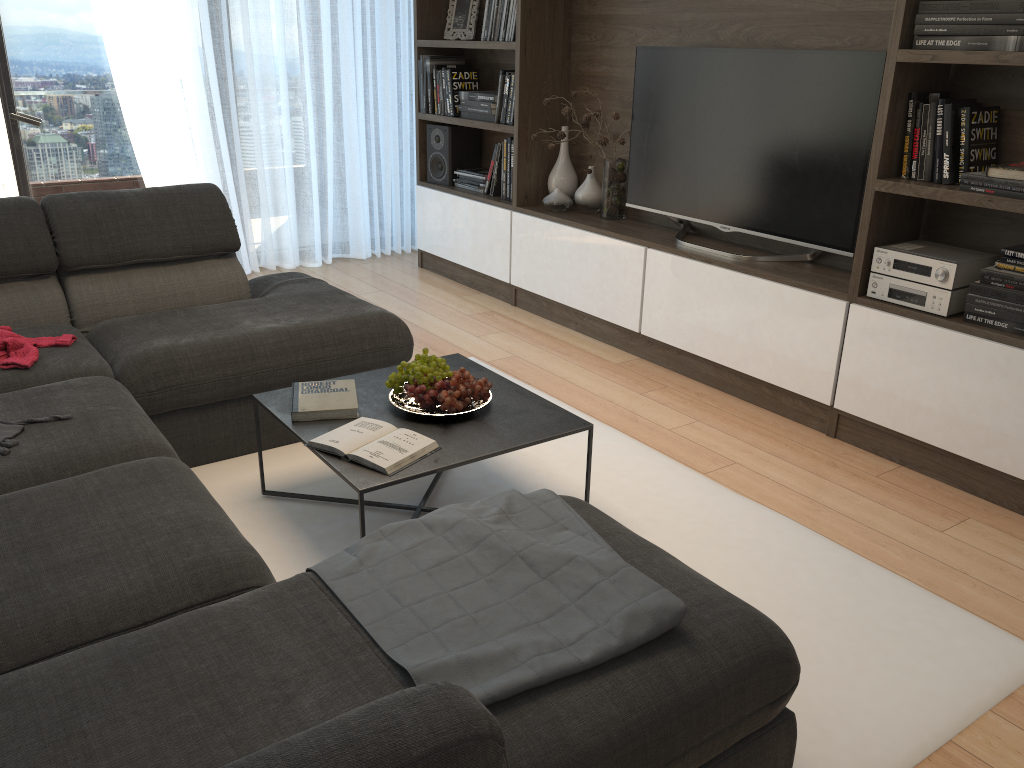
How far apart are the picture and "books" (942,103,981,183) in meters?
2.9 m

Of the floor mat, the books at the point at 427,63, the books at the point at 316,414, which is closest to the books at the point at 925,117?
the floor mat

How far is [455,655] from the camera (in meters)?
1.34

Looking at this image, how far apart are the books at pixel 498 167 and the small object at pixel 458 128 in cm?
43

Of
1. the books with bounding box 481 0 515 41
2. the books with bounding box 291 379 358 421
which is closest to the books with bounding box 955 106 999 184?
the books with bounding box 291 379 358 421

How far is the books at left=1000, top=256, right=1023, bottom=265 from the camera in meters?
2.7

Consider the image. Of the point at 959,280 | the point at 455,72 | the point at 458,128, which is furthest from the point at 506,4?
the point at 959,280

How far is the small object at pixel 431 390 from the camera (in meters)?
2.40

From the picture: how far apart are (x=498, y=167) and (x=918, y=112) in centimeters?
237cm

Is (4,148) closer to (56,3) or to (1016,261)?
(56,3)
